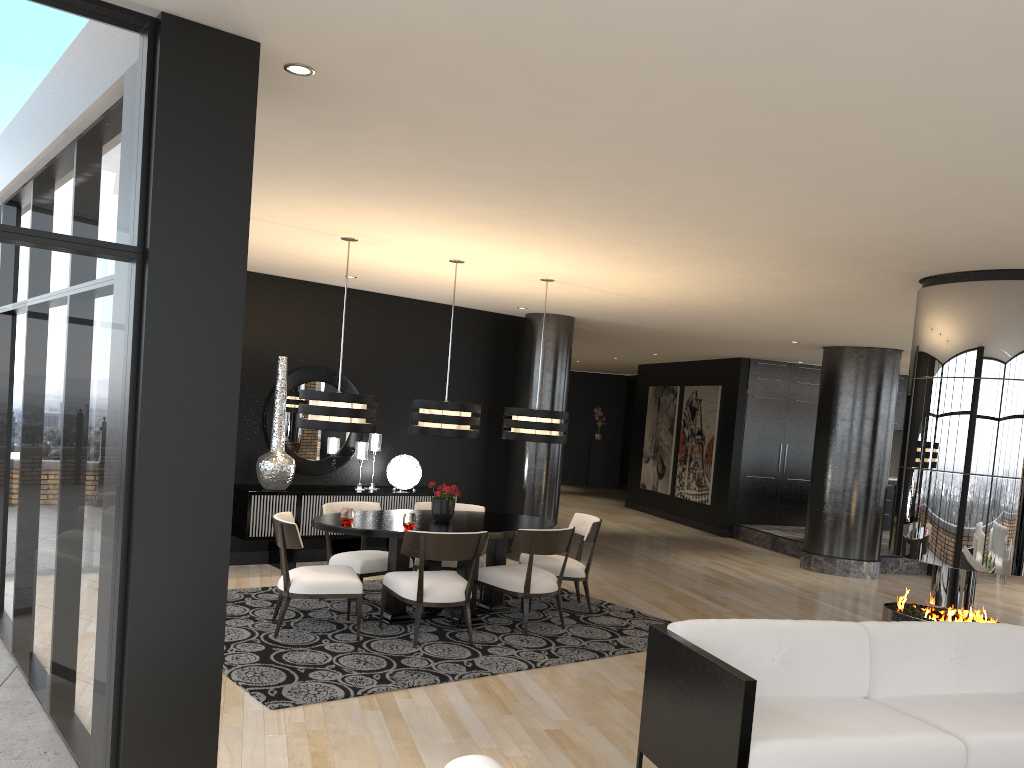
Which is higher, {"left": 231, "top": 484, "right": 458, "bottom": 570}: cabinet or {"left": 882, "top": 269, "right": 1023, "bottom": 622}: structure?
{"left": 882, "top": 269, "right": 1023, "bottom": 622}: structure

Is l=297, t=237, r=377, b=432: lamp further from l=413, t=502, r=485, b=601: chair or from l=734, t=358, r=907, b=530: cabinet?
l=734, t=358, r=907, b=530: cabinet

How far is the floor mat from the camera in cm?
496

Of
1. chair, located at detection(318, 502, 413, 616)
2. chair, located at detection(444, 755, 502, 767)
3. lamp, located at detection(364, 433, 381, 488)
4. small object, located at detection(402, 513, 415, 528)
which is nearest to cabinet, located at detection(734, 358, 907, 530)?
lamp, located at detection(364, 433, 381, 488)

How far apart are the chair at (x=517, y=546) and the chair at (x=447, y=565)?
0.5 meters

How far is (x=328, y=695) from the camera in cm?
470

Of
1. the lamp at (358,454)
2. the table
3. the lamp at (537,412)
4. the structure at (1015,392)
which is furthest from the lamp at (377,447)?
the structure at (1015,392)

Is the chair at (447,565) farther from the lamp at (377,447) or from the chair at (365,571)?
the lamp at (377,447)

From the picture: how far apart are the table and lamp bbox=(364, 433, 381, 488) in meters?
1.8 m

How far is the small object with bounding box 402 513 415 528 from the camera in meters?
6.1
